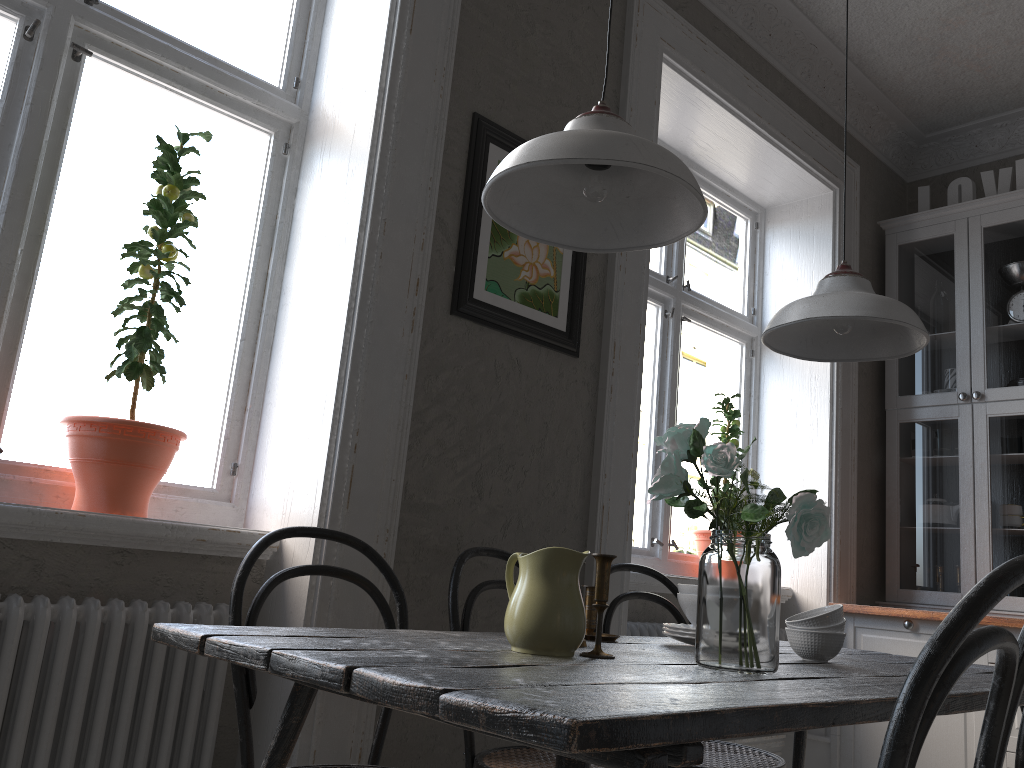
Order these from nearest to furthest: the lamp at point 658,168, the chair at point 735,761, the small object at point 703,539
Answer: the lamp at point 658,168, the chair at point 735,761, the small object at point 703,539

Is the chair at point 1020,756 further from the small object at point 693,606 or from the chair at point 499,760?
the chair at point 499,760

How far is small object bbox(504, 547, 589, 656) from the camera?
1.4 meters

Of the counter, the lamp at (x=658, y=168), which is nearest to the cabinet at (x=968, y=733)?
the counter

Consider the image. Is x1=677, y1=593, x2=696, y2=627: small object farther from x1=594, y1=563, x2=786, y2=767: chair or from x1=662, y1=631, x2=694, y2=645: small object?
x1=594, y1=563, x2=786, y2=767: chair

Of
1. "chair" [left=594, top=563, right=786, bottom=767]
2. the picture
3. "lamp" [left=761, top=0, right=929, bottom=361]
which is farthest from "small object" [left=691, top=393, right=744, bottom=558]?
"lamp" [left=761, top=0, right=929, bottom=361]

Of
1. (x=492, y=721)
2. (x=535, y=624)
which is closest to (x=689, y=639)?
(x=535, y=624)

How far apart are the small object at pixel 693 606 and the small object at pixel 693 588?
0.0m

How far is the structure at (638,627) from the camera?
3.1 meters

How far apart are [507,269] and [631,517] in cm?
91
